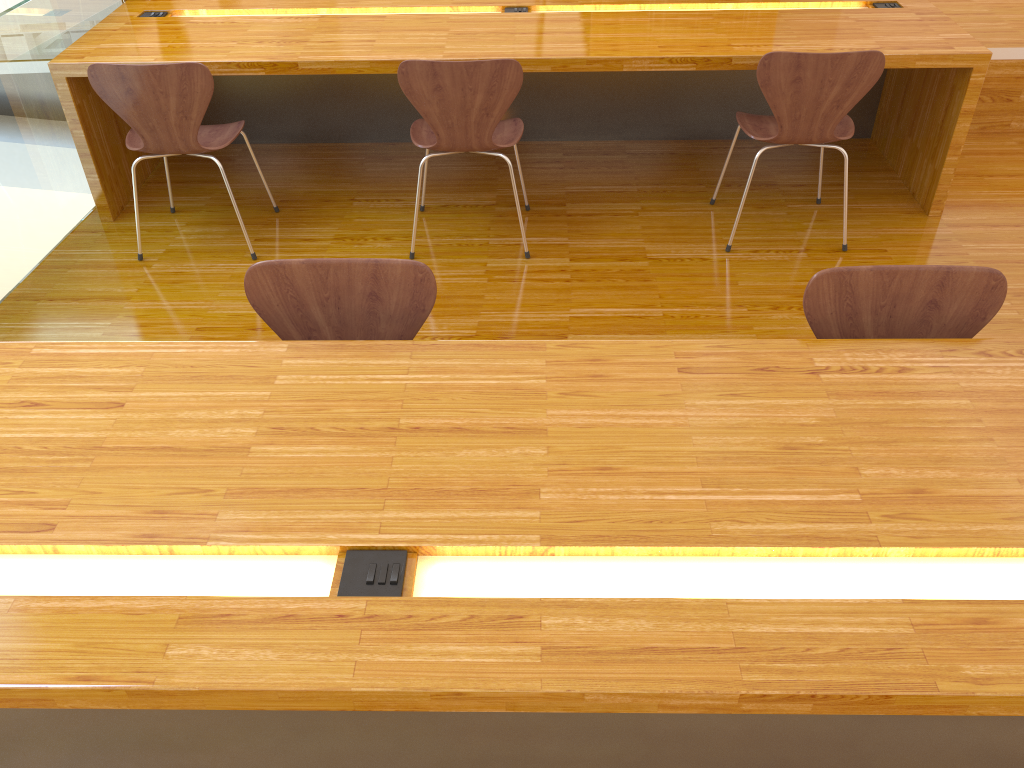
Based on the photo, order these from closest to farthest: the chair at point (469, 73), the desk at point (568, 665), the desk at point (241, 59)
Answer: the desk at point (568, 665), the chair at point (469, 73), the desk at point (241, 59)

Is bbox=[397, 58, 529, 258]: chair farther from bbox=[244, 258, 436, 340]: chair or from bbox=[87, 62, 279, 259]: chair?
bbox=[244, 258, 436, 340]: chair

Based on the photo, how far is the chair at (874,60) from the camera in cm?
272

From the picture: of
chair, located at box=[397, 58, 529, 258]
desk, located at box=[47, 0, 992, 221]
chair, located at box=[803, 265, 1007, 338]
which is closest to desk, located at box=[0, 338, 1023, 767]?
chair, located at box=[803, 265, 1007, 338]

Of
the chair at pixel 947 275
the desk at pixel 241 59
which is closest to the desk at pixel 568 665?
the chair at pixel 947 275

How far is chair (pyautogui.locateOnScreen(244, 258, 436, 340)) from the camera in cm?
178

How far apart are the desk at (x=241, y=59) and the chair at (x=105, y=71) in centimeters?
16cm

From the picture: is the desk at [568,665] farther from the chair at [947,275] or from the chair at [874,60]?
the chair at [874,60]

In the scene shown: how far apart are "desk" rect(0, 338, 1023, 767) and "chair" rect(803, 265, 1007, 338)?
0.1 meters

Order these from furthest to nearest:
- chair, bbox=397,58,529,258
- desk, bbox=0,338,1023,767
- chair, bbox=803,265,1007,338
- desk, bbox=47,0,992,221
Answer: desk, bbox=47,0,992,221 < chair, bbox=397,58,529,258 < chair, bbox=803,265,1007,338 < desk, bbox=0,338,1023,767
